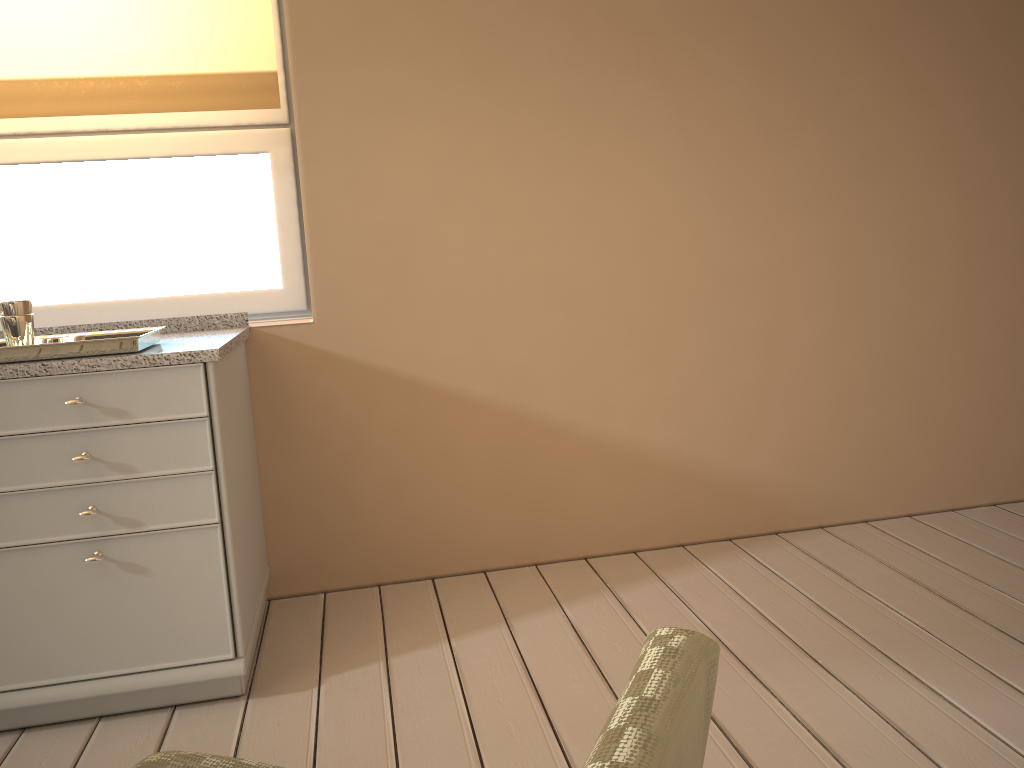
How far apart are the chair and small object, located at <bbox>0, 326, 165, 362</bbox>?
1.3 meters

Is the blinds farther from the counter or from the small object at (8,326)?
the small object at (8,326)

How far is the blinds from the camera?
2.3m

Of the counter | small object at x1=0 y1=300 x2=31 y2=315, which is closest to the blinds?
the counter

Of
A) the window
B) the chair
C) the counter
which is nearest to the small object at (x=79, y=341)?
the counter

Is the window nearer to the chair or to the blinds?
the blinds

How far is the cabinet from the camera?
1.8m

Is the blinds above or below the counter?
above

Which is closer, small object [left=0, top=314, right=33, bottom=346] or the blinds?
small object [left=0, top=314, right=33, bottom=346]

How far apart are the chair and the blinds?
1.99m
